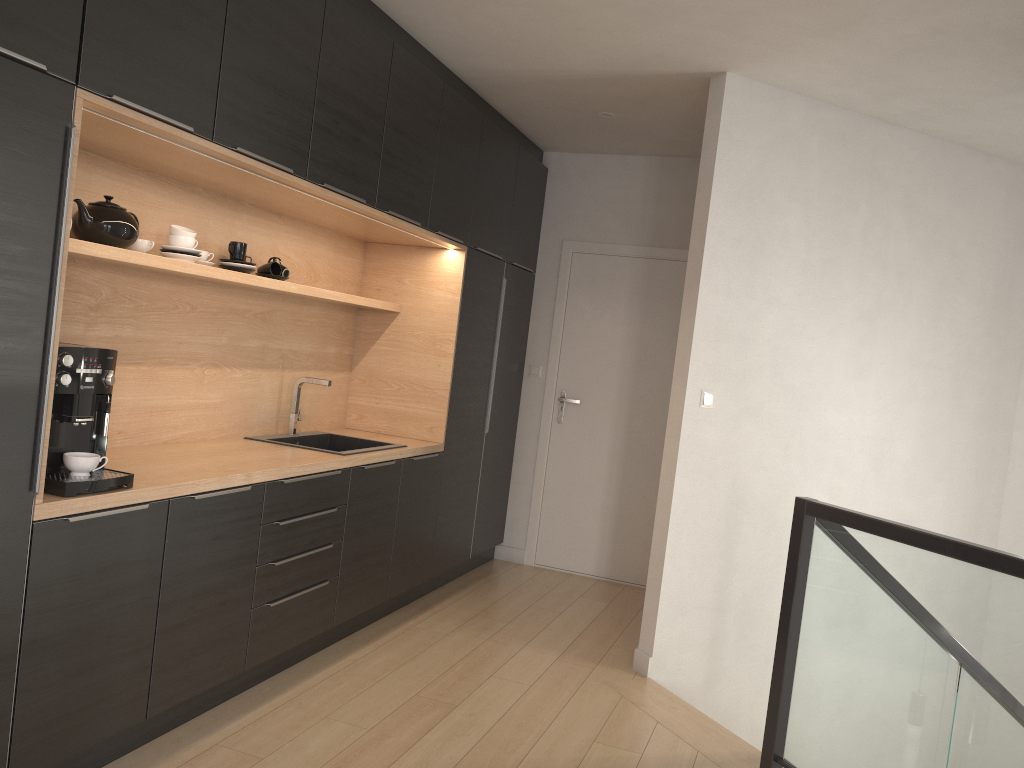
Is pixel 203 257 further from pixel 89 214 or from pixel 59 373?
pixel 59 373

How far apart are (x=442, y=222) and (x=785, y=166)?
1.63m

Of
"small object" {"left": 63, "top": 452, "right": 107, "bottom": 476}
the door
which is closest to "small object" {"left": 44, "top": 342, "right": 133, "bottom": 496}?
"small object" {"left": 63, "top": 452, "right": 107, "bottom": 476}

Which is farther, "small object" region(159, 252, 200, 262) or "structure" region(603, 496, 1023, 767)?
"small object" region(159, 252, 200, 262)

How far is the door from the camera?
5.6m

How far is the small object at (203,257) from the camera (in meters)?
3.44

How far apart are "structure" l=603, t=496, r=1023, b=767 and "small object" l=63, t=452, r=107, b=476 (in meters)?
2.20

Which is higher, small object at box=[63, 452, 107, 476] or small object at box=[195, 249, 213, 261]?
small object at box=[195, 249, 213, 261]

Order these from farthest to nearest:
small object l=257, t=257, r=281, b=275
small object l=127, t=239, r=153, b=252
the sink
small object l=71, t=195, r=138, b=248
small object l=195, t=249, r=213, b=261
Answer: the sink → small object l=257, t=257, r=281, b=275 → small object l=195, t=249, r=213, b=261 → small object l=127, t=239, r=153, b=252 → small object l=71, t=195, r=138, b=248

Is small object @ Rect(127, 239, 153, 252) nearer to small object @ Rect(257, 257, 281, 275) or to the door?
small object @ Rect(257, 257, 281, 275)
